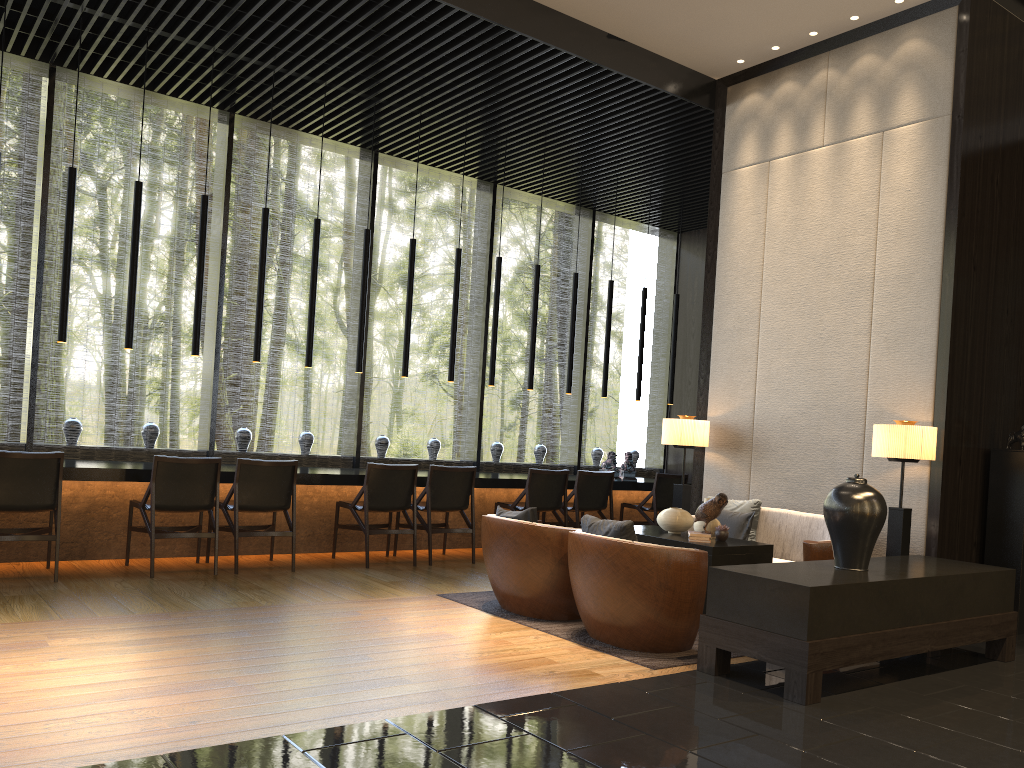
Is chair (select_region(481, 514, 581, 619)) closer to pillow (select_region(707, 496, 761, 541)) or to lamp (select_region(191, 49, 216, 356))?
pillow (select_region(707, 496, 761, 541))

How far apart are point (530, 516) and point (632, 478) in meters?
4.2 m

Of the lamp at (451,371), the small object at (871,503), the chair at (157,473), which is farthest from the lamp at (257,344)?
the small object at (871,503)

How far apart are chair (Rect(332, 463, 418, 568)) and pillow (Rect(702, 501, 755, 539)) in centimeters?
244cm

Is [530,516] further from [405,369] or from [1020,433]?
[1020,433]

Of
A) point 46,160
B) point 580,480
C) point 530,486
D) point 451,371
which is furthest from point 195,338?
point 580,480

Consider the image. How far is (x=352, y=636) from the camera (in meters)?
4.58

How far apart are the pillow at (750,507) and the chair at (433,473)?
2.2m

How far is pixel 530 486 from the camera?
7.9m

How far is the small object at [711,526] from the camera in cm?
558
